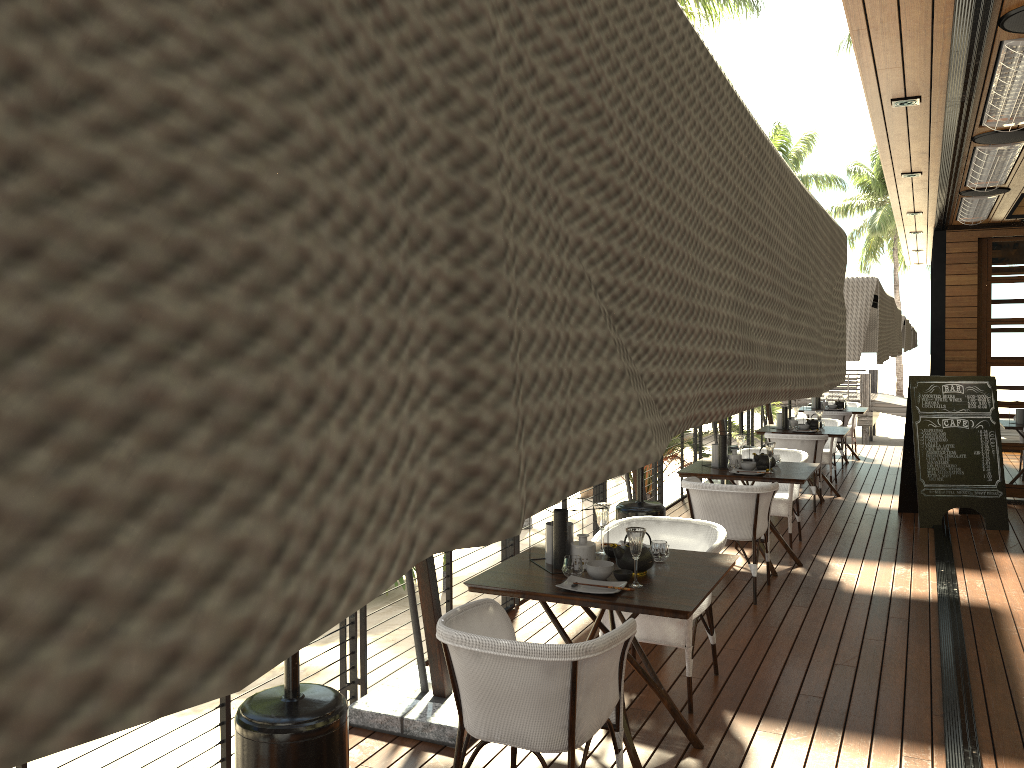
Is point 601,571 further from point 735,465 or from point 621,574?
point 735,465

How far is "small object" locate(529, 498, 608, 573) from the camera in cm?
379

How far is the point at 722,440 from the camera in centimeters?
684cm

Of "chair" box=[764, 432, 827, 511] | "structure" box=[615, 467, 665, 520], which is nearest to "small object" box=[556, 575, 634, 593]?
"structure" box=[615, 467, 665, 520]

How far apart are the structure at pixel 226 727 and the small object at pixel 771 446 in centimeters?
143cm

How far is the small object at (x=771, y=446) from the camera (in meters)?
6.54

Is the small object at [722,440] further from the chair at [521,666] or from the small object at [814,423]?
the chair at [521,666]

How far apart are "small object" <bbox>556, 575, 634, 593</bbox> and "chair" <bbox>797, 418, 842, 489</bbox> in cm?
755

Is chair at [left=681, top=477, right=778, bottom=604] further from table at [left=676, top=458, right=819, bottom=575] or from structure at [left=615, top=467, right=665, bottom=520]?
structure at [left=615, top=467, right=665, bottom=520]

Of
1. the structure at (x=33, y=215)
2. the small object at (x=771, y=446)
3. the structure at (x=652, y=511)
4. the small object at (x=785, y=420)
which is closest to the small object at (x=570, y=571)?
the structure at (x=652, y=511)
